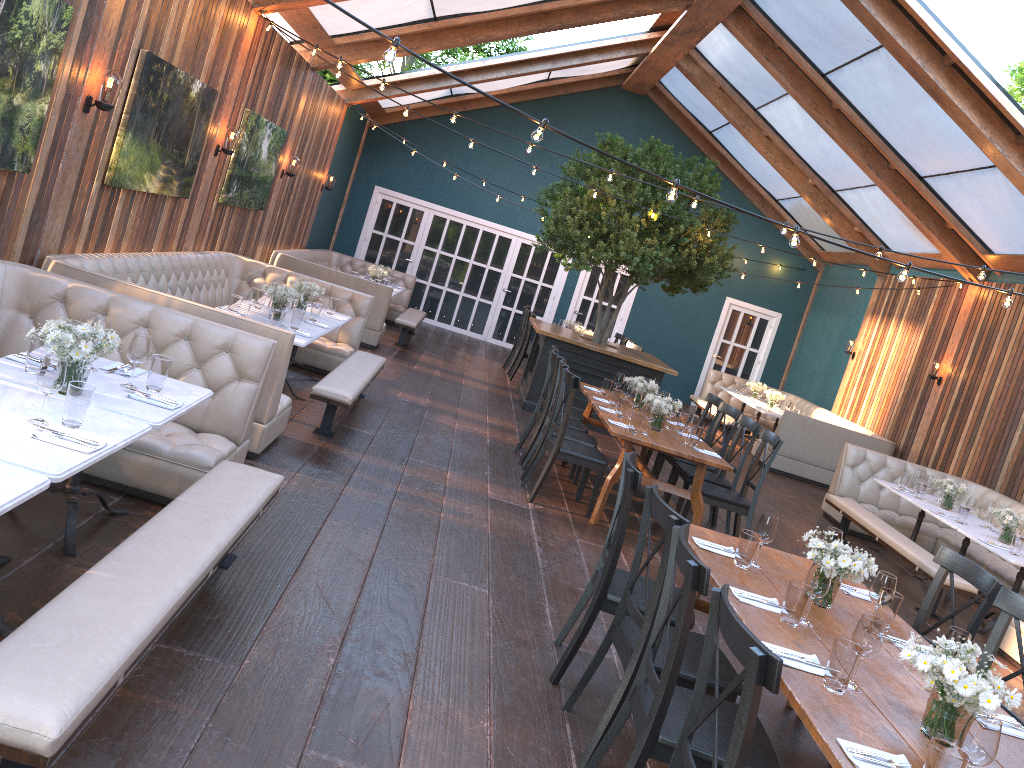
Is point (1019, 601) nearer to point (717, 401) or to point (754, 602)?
point (754, 602)

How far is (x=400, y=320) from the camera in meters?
12.5 m

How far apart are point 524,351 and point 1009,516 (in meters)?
6.86

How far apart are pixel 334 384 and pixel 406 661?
3.3m

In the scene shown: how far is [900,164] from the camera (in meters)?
10.86

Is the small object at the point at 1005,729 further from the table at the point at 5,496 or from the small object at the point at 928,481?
the small object at the point at 928,481

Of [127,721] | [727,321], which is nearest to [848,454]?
[727,321]

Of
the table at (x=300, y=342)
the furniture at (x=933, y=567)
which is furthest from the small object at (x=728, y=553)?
the furniture at (x=933, y=567)

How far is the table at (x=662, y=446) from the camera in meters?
6.6 m

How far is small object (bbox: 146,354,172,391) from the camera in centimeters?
397cm
